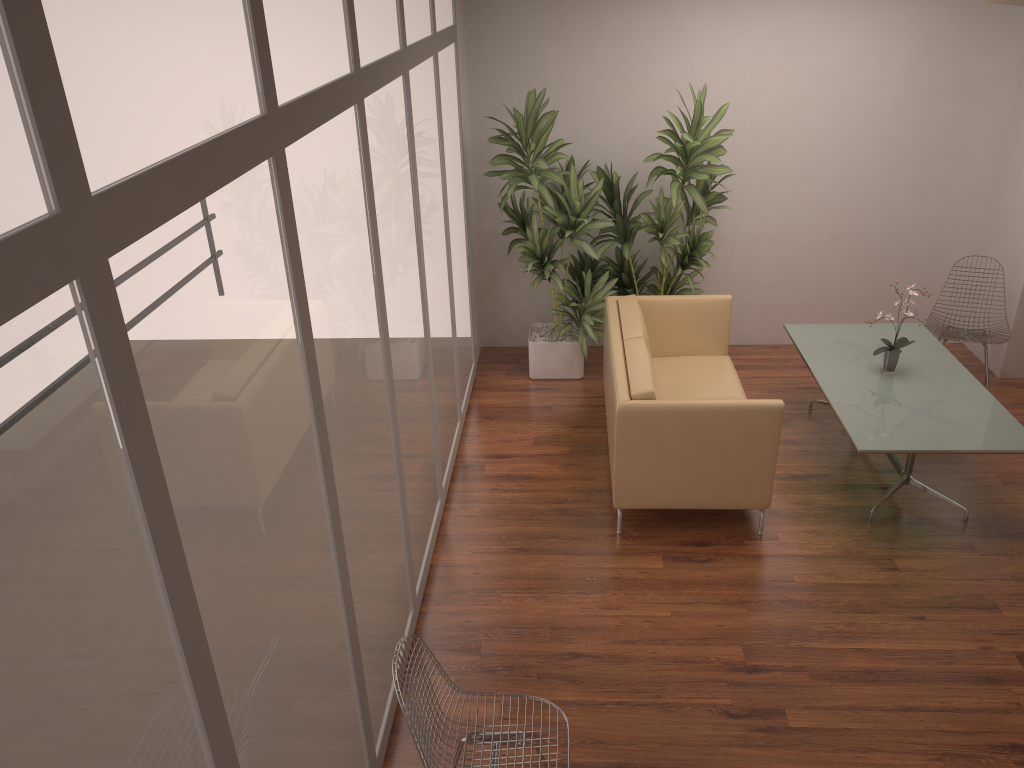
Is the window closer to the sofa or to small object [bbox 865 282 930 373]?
the sofa

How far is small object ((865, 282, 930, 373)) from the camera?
5.4m

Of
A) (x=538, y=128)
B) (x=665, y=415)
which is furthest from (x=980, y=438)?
(x=538, y=128)

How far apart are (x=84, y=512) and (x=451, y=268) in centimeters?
439cm

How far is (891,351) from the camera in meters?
5.4

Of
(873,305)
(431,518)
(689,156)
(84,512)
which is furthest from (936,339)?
(84,512)

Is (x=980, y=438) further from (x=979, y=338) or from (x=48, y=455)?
(x=48, y=455)

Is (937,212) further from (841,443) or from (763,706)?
(763,706)

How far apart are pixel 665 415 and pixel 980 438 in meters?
1.7 m

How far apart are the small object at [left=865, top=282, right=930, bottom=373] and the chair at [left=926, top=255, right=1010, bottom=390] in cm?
98
